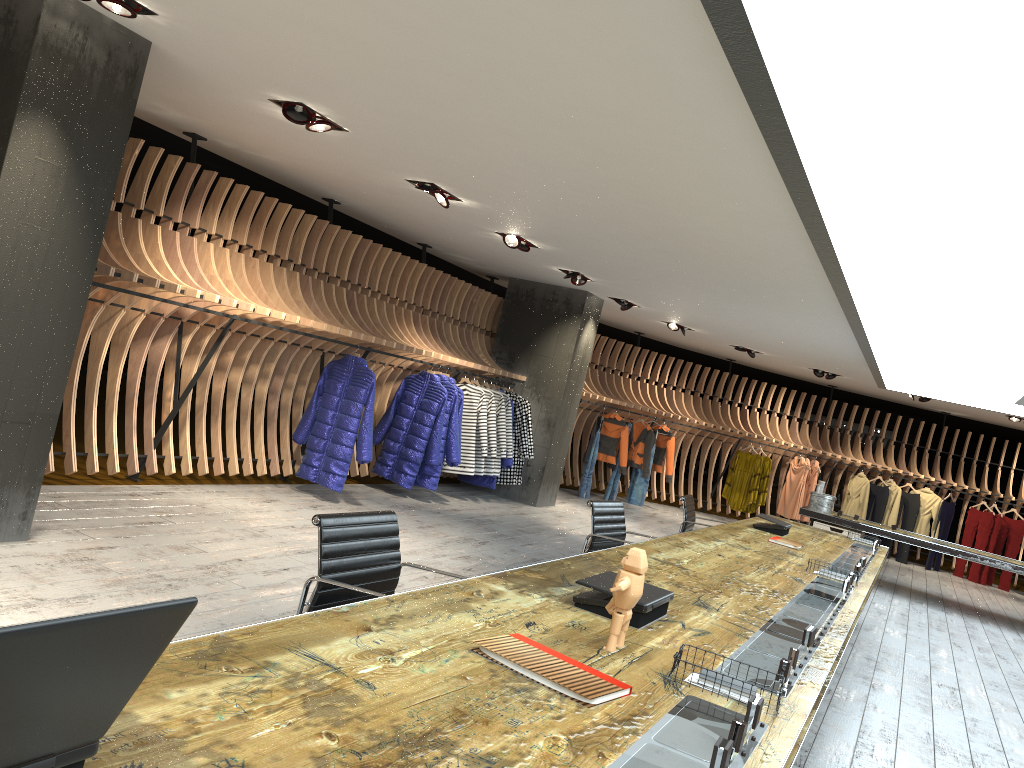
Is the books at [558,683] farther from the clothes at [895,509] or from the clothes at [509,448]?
the clothes at [895,509]

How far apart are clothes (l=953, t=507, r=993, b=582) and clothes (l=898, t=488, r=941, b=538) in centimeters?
67cm

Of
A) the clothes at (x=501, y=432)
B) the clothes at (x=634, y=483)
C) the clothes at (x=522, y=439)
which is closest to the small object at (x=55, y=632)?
the clothes at (x=501, y=432)

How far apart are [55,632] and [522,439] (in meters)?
9.85

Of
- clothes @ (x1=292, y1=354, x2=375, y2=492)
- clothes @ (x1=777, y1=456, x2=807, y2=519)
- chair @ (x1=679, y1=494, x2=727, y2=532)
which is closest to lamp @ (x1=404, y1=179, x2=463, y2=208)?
clothes @ (x1=292, y1=354, x2=375, y2=492)

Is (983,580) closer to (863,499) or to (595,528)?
(863,499)

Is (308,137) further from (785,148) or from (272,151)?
(785,148)

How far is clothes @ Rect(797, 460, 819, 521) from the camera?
15.4 meters

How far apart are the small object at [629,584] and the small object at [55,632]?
1.47m

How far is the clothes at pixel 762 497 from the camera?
15.0m
